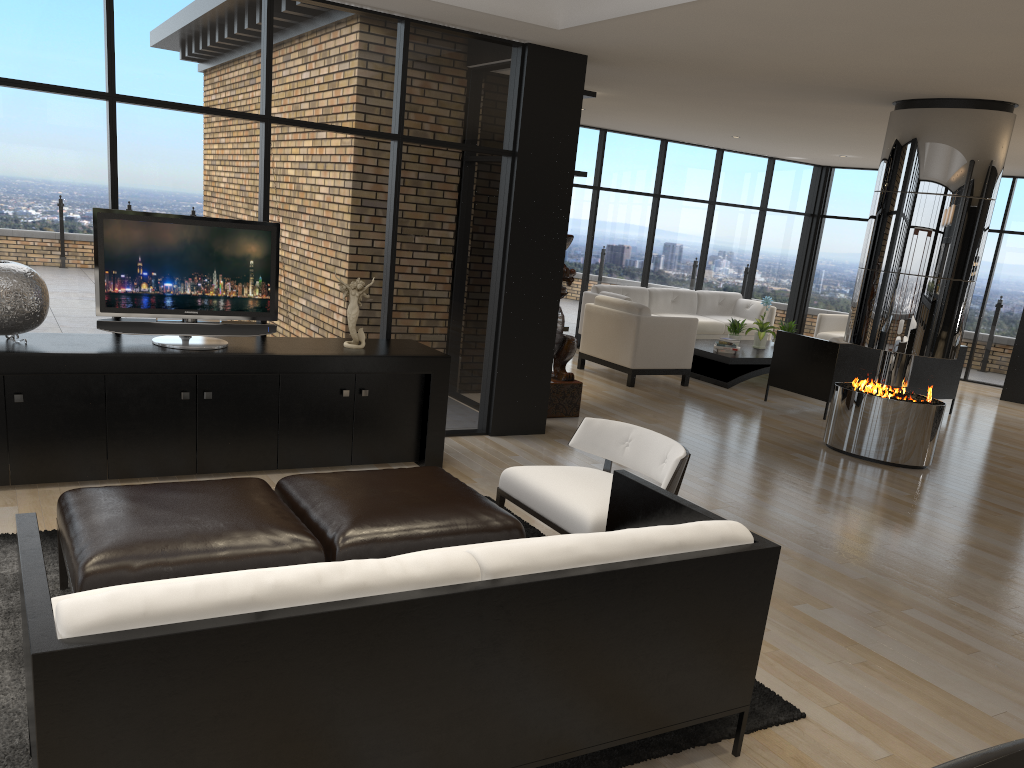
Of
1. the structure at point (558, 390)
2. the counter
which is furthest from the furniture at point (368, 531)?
the structure at point (558, 390)

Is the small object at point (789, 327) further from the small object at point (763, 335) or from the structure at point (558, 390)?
the structure at point (558, 390)

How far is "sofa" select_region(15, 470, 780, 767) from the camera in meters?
1.8 m

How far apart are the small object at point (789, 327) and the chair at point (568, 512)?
7.06m

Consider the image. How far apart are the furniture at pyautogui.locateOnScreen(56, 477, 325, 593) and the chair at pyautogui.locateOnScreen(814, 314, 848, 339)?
9.6m

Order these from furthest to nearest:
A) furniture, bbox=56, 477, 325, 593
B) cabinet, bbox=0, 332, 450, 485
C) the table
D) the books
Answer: the books, the table, cabinet, bbox=0, 332, 450, 485, furniture, bbox=56, 477, 325, 593

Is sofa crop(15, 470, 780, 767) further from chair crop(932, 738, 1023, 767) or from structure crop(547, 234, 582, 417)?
structure crop(547, 234, 582, 417)

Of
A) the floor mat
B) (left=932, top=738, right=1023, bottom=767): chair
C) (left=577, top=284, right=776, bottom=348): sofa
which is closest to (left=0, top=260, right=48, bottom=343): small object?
the floor mat

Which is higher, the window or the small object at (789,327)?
the window

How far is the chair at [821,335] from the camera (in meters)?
11.81
